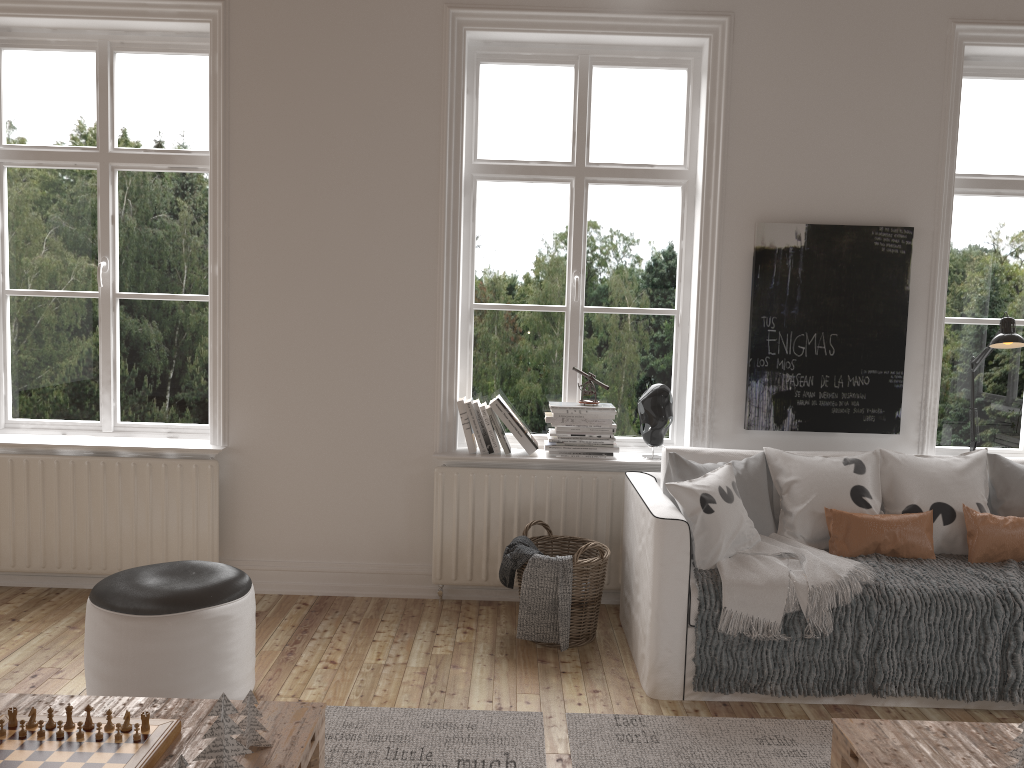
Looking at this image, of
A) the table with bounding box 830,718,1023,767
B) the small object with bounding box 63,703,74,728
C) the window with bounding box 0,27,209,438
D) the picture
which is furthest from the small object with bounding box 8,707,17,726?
the picture

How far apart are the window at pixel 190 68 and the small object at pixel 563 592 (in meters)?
1.73

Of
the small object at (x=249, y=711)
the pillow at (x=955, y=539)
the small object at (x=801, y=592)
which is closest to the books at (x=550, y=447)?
the small object at (x=801, y=592)

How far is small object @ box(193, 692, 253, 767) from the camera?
1.9m

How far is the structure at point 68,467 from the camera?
3.91m

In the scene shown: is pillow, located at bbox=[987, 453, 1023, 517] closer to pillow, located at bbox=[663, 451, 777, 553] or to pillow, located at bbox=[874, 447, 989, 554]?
Answer: pillow, located at bbox=[874, 447, 989, 554]

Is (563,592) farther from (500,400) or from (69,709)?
(69,709)

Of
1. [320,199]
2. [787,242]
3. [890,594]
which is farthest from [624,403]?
[320,199]

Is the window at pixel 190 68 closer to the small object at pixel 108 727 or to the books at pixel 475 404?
the books at pixel 475 404

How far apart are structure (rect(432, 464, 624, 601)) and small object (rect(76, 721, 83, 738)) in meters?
2.0 m
